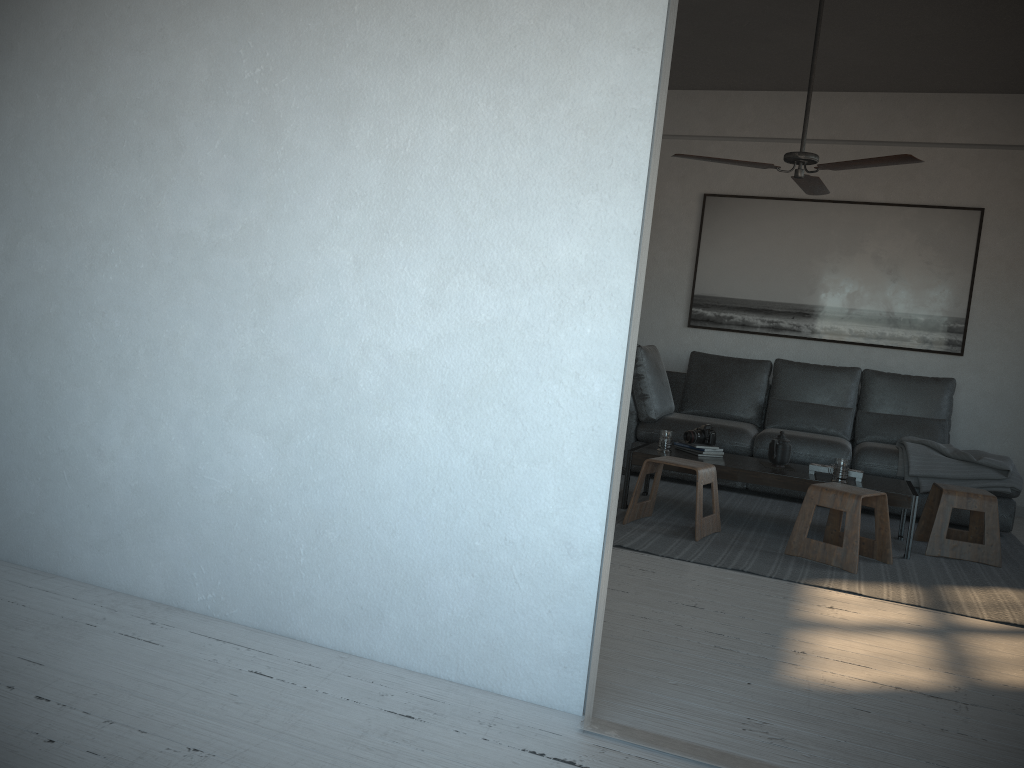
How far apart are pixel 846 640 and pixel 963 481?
2.71m

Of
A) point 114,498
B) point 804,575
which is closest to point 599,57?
point 114,498

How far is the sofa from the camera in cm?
560

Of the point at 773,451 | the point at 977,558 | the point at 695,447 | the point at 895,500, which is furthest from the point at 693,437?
the point at 977,558

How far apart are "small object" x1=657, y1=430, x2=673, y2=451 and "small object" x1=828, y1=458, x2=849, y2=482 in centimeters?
89cm

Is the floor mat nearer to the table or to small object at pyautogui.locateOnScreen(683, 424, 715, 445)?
the table

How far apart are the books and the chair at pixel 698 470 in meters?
0.4 m

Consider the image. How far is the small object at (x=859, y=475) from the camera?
4.58m

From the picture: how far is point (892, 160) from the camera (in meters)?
4.12

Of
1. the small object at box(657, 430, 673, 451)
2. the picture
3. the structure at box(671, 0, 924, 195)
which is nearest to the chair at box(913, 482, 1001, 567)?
the small object at box(657, 430, 673, 451)
